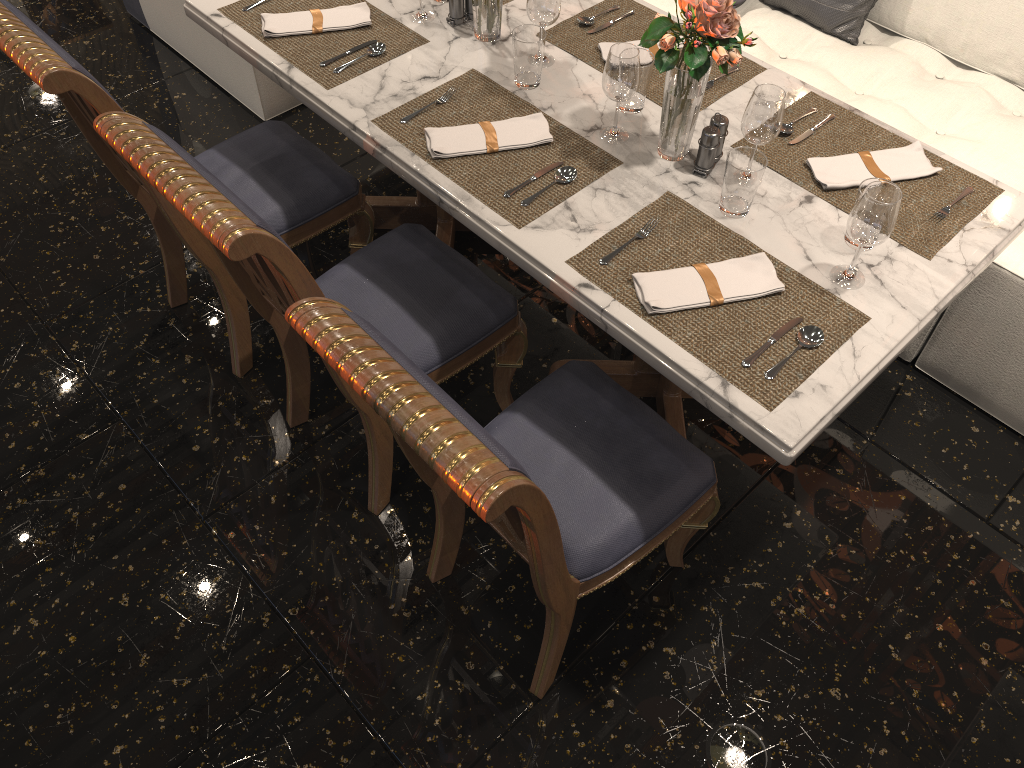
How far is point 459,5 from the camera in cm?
221

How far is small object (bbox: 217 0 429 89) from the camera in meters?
2.1 m

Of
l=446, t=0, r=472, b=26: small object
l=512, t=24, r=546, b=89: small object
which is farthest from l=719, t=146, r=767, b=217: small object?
l=446, t=0, r=472, b=26: small object

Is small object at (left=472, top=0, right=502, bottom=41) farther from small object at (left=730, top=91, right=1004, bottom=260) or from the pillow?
the pillow

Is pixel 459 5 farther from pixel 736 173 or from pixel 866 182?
pixel 866 182

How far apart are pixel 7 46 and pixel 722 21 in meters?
1.3

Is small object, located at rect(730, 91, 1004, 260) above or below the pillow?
above

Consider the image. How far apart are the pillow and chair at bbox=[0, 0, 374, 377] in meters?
1.5

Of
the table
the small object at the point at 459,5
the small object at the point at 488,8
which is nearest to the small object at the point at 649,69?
the table

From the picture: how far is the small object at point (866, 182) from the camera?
1.70m
